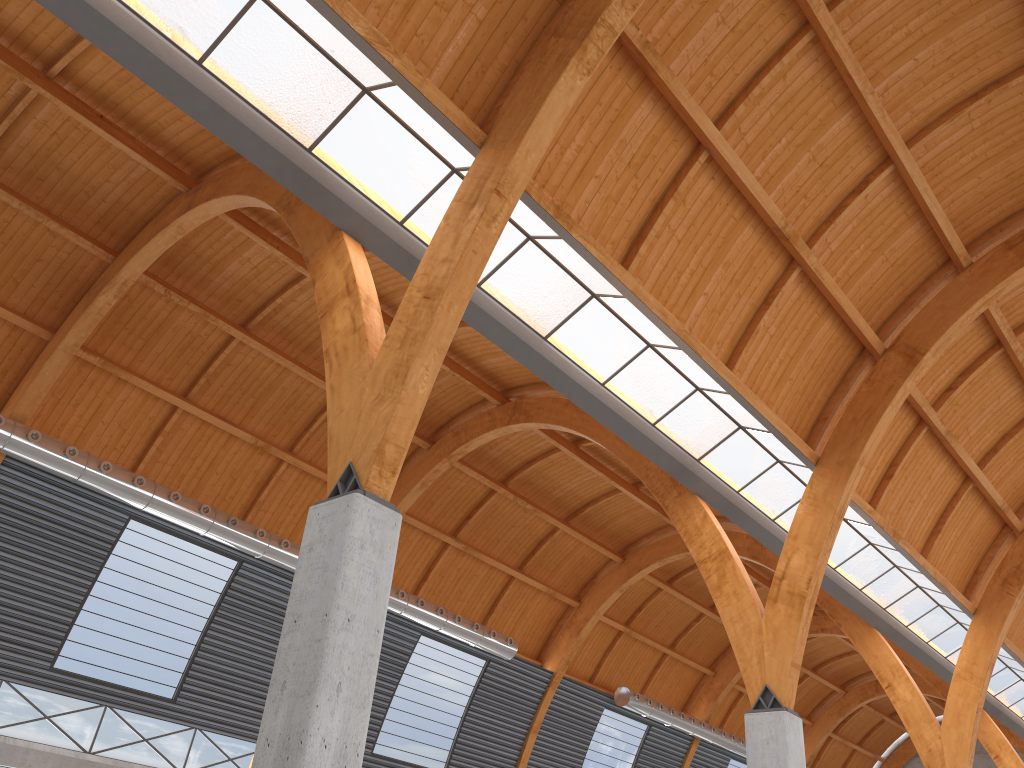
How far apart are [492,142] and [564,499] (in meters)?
33.31

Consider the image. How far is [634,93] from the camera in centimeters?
2165cm
